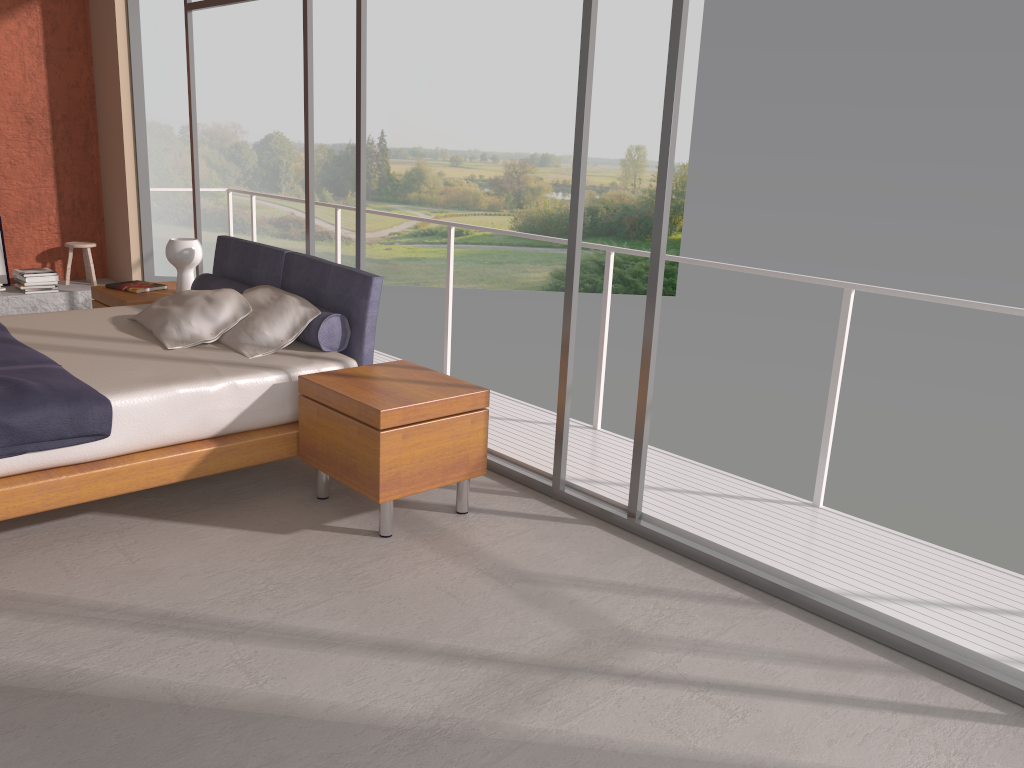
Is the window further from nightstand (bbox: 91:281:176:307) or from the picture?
the picture

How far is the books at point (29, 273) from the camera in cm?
693

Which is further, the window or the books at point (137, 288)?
the books at point (137, 288)

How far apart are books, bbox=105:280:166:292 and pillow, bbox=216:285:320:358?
1.3m

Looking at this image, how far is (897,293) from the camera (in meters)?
3.56

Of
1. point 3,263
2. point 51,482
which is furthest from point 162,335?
point 3,263

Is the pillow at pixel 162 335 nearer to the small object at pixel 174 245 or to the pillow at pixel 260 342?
the pillow at pixel 260 342

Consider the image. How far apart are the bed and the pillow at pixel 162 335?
0.0 meters

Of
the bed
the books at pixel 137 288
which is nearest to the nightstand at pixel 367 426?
the bed

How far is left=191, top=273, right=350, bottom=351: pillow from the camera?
4.23m
